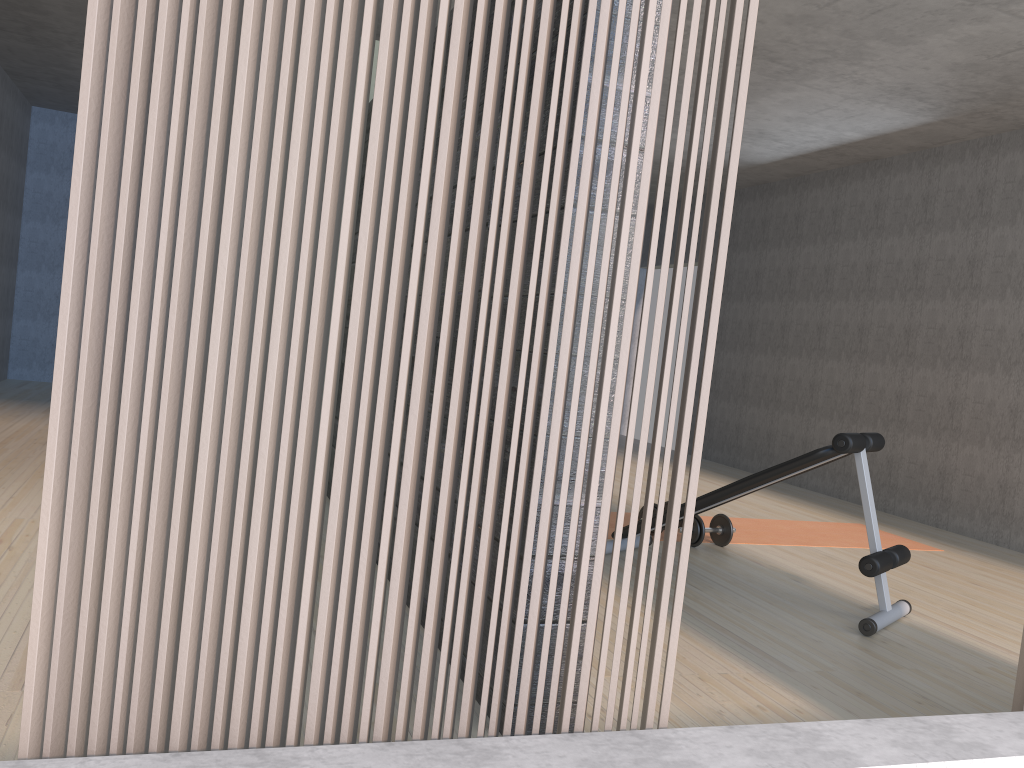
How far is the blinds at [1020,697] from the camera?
2.0m

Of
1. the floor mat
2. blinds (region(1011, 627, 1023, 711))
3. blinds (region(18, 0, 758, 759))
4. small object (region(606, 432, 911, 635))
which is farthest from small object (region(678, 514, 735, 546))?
blinds (region(18, 0, 758, 759))

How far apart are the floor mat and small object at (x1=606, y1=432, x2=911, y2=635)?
0.48m

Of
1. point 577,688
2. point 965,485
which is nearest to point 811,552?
point 965,485

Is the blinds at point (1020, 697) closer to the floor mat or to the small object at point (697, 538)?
the small object at point (697, 538)

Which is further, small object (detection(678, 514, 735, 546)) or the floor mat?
the floor mat

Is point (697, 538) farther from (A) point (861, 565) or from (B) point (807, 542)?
(A) point (861, 565)

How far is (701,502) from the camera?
3.88m

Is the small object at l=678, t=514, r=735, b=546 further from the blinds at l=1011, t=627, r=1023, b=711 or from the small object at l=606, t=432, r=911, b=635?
the blinds at l=1011, t=627, r=1023, b=711

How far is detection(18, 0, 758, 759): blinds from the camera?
1.31m
